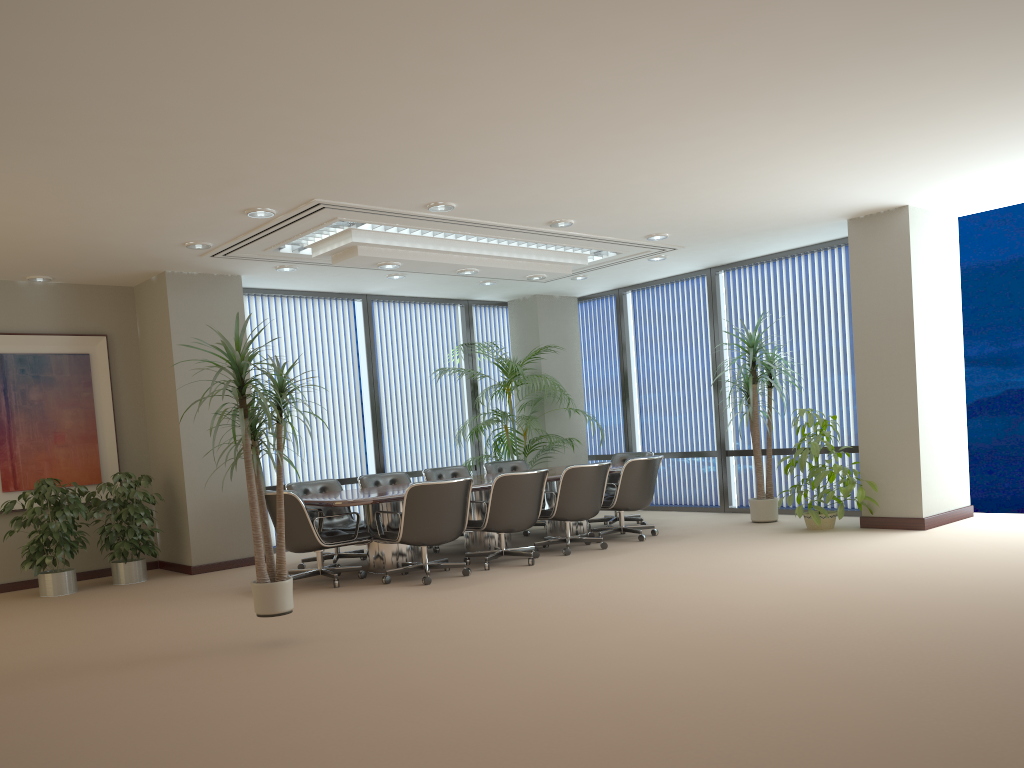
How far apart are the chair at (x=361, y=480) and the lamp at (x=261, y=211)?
3.34m

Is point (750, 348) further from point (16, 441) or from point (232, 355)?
point (16, 441)

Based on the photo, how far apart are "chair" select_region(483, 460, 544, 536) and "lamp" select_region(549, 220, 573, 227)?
3.47m

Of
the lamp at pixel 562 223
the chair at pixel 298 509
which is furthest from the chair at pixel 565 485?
the lamp at pixel 562 223

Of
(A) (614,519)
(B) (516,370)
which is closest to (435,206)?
(B) (516,370)

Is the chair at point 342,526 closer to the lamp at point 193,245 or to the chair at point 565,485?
the chair at point 565,485

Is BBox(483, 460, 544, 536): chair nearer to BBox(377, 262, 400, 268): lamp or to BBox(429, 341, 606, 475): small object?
BBox(429, 341, 606, 475): small object

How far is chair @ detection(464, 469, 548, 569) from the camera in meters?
7.7 m

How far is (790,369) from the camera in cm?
983

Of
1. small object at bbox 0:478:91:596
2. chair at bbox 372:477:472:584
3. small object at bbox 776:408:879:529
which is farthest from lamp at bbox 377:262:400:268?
small object at bbox 776:408:879:529
